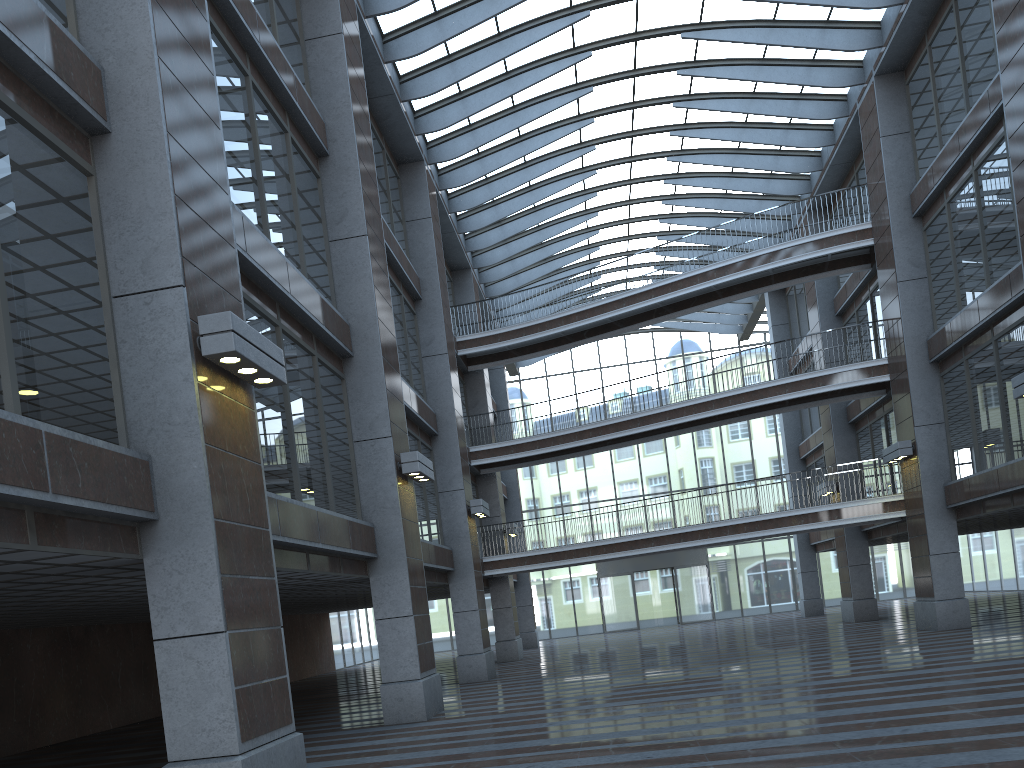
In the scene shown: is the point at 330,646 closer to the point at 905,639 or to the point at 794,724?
the point at 905,639
